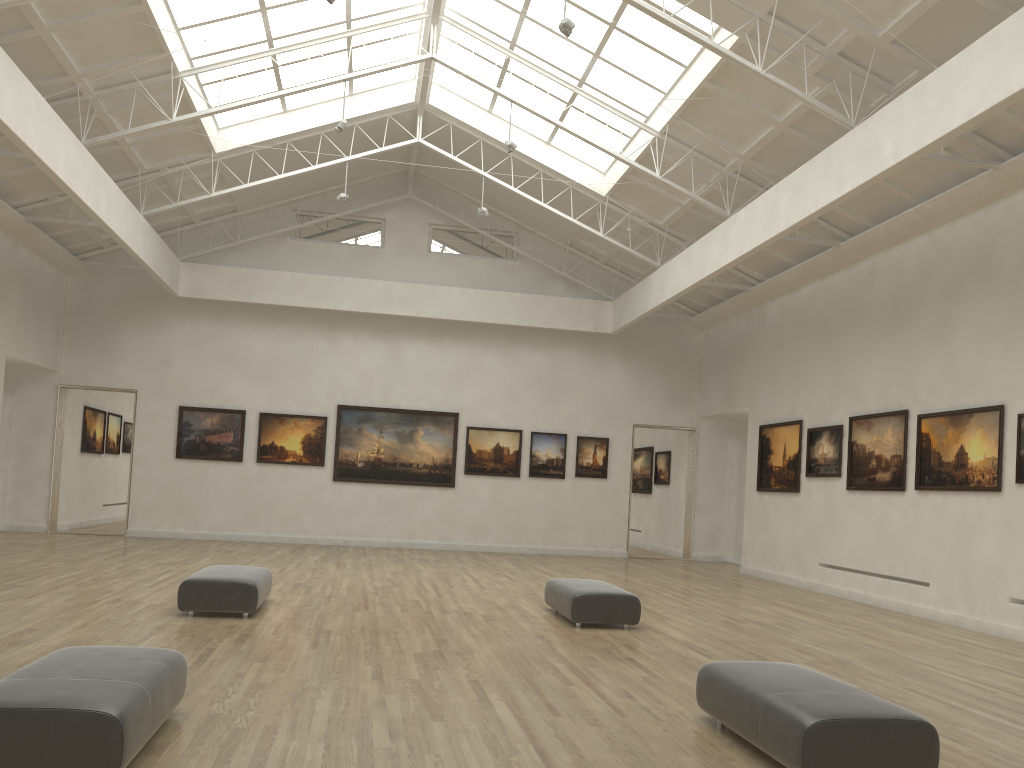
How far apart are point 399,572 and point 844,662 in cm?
1390
